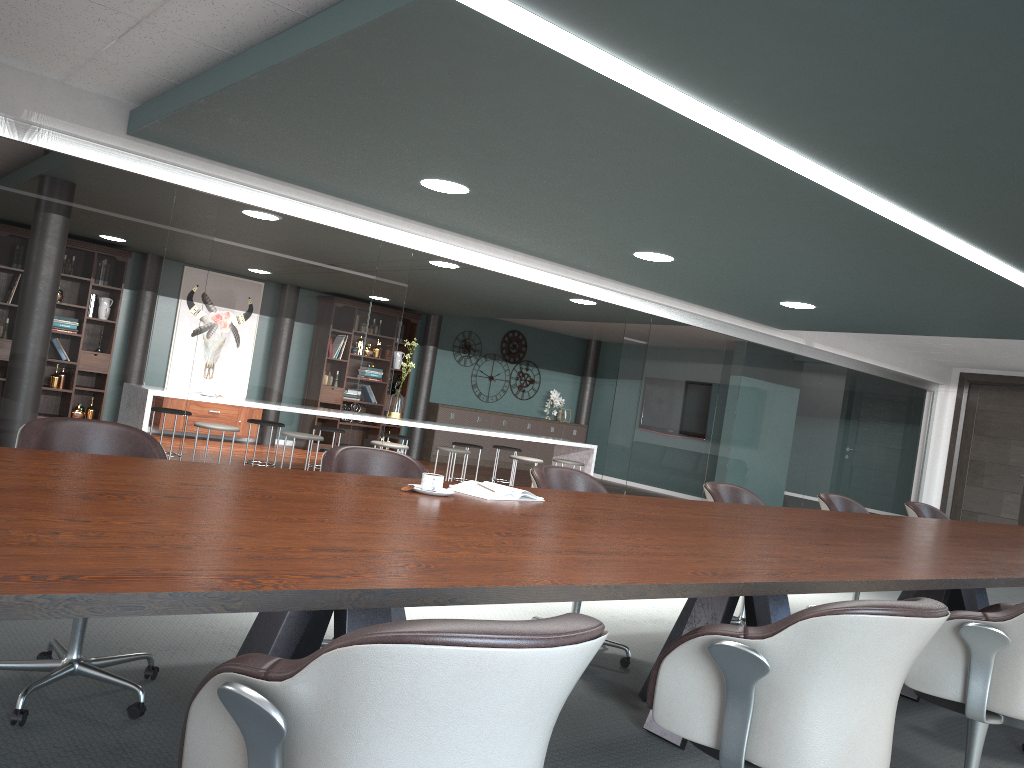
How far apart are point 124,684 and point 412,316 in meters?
9.7

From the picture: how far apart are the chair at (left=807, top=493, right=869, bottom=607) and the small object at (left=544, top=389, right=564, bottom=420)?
8.6 meters

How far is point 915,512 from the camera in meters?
5.9

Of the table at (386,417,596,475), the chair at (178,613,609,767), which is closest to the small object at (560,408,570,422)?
the table at (386,417,596,475)

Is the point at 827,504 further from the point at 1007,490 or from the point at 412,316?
the point at 412,316

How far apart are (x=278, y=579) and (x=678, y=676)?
0.9 meters

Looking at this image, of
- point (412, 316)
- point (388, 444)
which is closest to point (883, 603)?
point (388, 444)

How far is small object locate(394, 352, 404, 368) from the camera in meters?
12.1 m

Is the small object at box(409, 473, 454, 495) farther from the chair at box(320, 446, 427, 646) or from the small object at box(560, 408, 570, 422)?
the small object at box(560, 408, 570, 422)

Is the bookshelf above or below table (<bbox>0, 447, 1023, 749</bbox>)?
above
